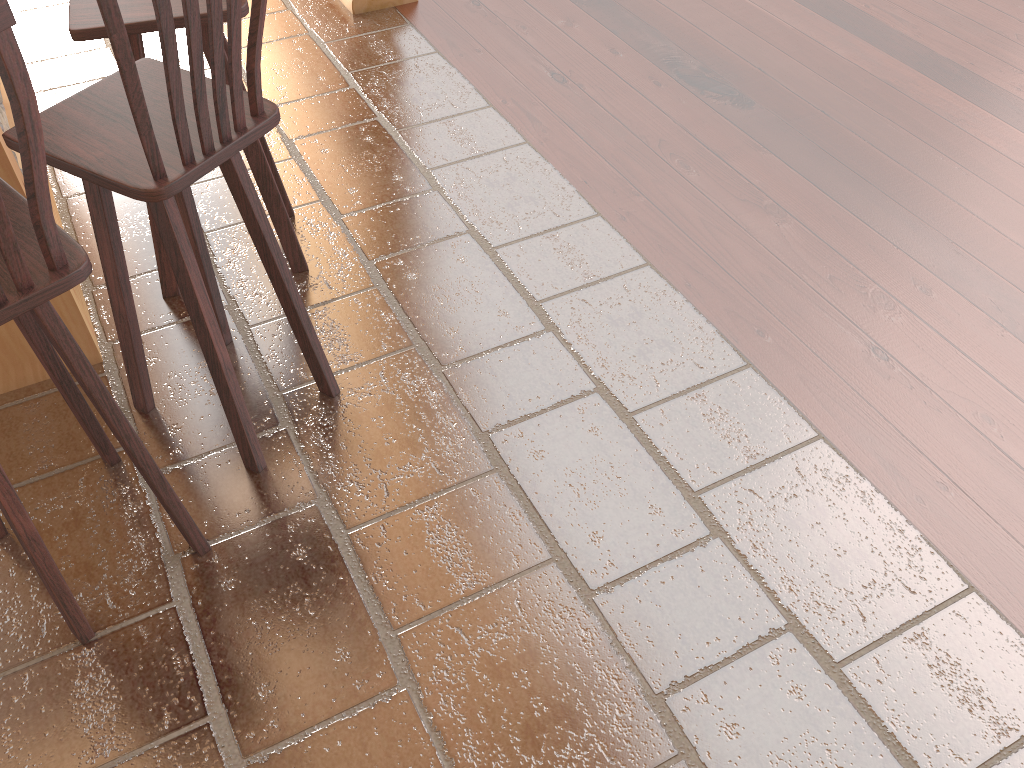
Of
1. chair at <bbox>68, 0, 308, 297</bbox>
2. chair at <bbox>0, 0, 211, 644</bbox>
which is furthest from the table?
chair at <bbox>0, 0, 211, 644</bbox>

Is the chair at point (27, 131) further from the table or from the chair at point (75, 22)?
the chair at point (75, 22)

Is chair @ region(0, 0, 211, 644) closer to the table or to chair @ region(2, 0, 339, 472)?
chair @ region(2, 0, 339, 472)

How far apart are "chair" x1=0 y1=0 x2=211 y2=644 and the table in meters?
0.4

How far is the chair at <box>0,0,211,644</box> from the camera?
1.3 meters

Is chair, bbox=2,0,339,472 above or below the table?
above

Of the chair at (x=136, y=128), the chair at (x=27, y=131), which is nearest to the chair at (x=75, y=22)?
the chair at (x=136, y=128)

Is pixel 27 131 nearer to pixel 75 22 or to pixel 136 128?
pixel 136 128

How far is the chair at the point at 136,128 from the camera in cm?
159

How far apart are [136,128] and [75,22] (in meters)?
0.77
